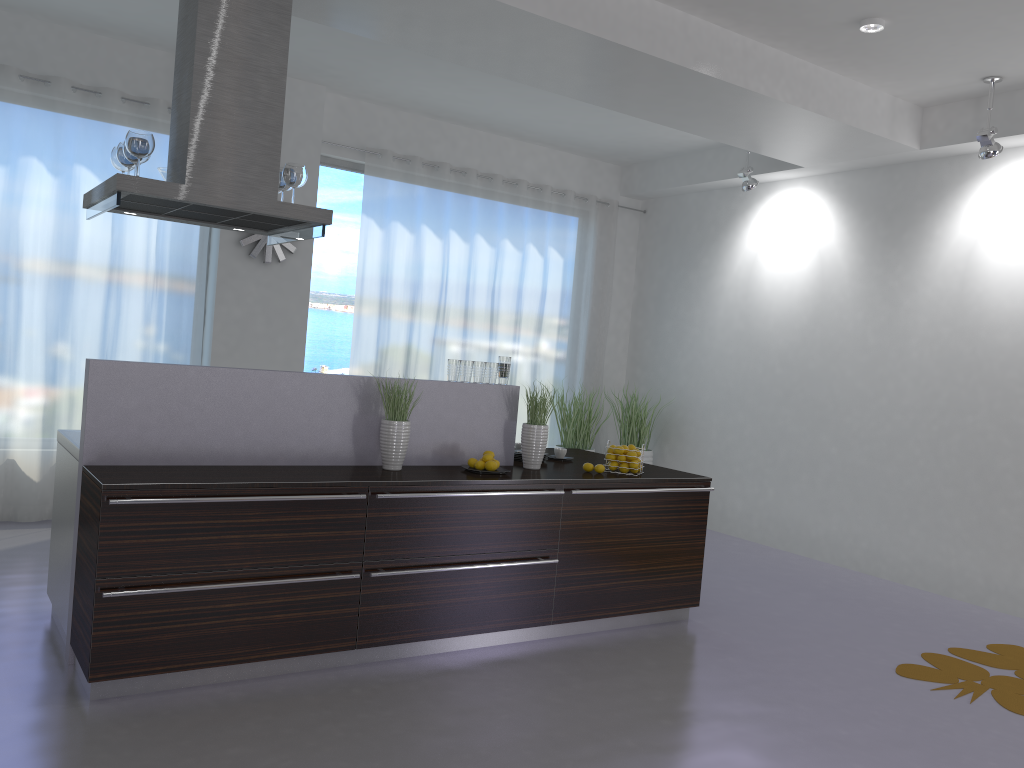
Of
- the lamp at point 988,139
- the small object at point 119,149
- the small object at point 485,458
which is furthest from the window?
the lamp at point 988,139

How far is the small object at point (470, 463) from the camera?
4.6 meters

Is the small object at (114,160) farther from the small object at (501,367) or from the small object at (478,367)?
the small object at (501,367)

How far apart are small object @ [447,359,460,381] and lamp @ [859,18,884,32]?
2.9m

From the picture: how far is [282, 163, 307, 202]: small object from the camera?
4.4m

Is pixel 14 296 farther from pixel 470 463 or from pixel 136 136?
pixel 470 463

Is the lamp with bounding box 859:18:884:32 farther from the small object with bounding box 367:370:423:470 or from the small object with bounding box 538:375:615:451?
the small object with bounding box 538:375:615:451

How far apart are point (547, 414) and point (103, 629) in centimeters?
244cm

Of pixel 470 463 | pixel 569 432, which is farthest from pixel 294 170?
pixel 569 432

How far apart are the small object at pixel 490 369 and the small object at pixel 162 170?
2.0 meters
